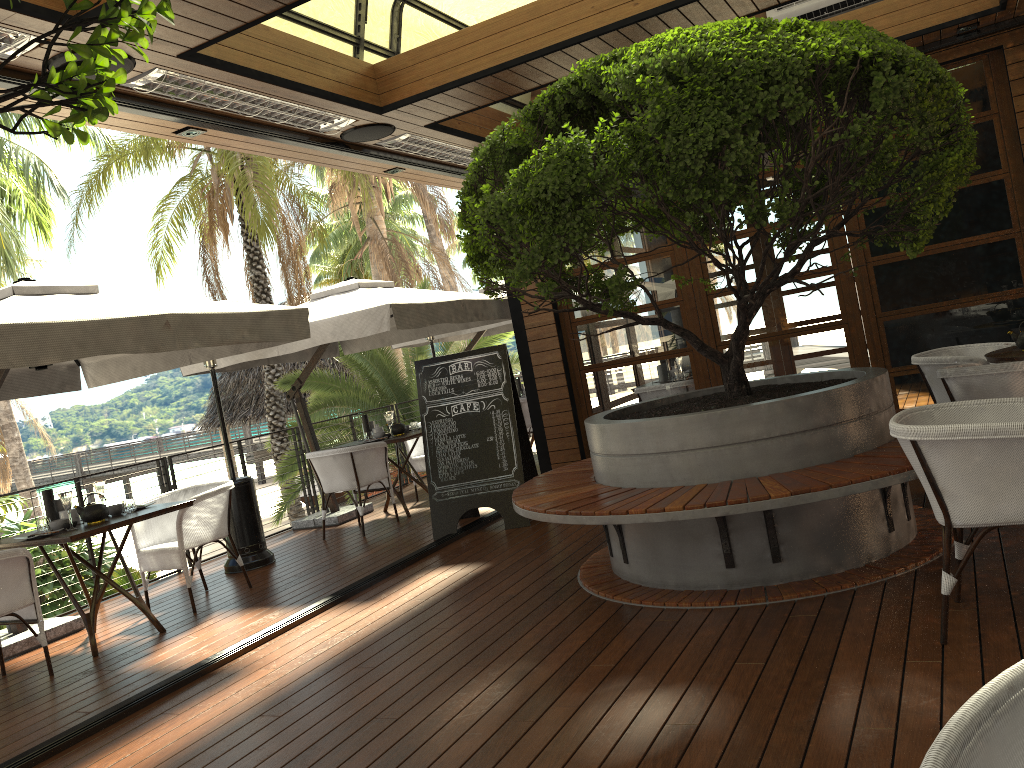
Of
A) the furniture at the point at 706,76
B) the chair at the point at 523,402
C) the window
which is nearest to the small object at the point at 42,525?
the furniture at the point at 706,76

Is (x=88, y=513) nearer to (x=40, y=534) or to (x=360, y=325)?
(x=40, y=534)

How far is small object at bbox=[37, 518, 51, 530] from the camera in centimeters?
539cm

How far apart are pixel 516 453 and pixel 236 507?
2.3m

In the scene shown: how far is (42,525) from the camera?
5.39m

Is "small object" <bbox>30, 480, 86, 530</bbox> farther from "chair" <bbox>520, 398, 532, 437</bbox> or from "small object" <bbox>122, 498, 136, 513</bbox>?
"chair" <bbox>520, 398, 532, 437</bbox>

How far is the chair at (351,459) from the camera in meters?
7.7 m

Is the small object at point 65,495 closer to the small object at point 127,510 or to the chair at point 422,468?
the small object at point 127,510

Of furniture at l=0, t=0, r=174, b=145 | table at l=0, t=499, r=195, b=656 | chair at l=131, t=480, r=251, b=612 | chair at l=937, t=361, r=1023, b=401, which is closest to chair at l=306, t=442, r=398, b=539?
chair at l=131, t=480, r=251, b=612

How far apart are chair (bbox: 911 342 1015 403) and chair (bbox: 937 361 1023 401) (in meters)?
0.86
